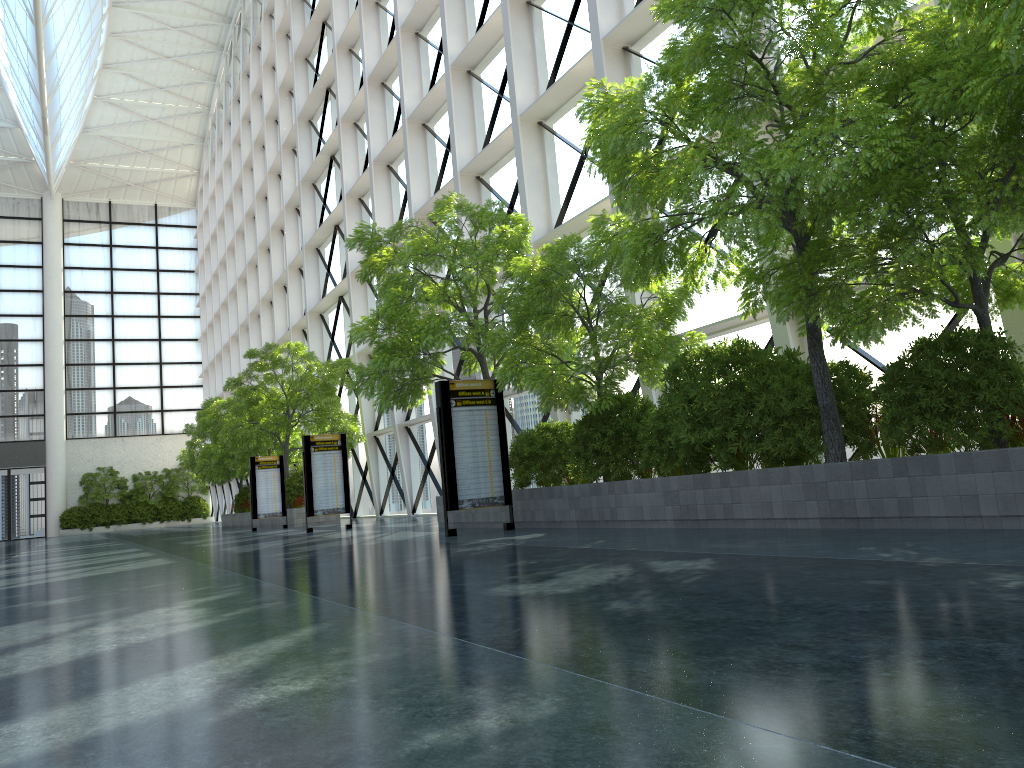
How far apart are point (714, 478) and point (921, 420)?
2.90m
